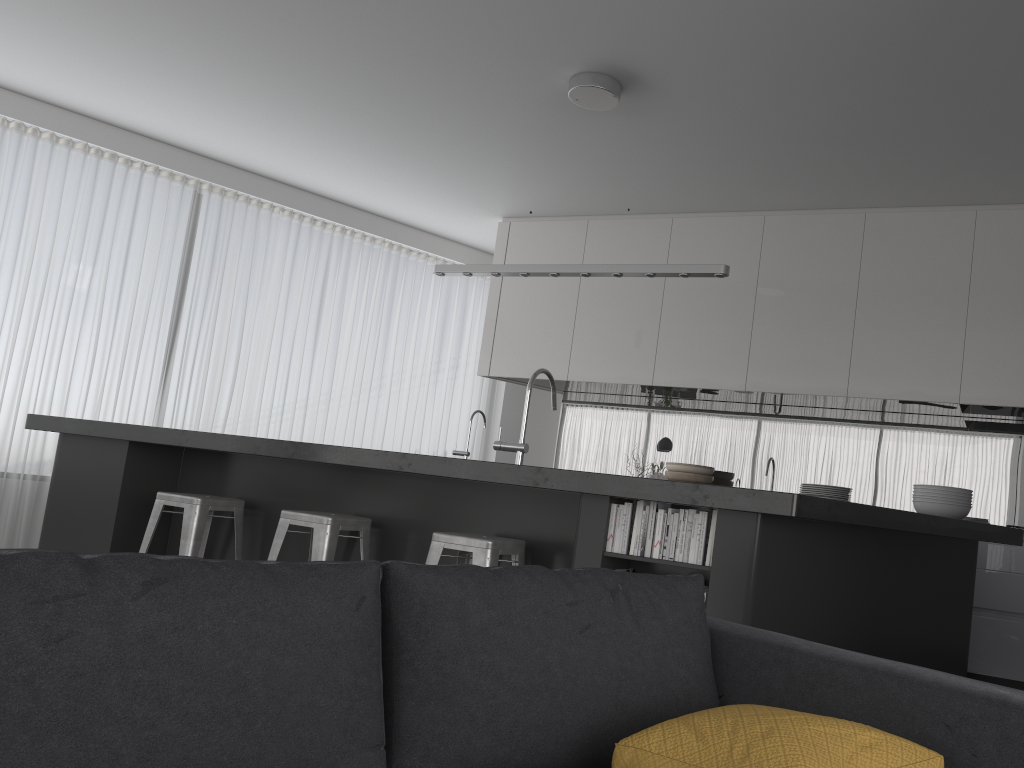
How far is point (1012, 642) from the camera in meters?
4.7 m

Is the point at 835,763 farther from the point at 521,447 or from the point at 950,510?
the point at 521,447

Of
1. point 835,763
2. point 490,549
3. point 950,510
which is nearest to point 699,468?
point 950,510

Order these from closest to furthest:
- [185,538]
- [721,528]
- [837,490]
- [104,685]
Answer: [104,685] < [721,528] < [837,490] < [185,538]

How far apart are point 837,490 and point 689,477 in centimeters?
238cm

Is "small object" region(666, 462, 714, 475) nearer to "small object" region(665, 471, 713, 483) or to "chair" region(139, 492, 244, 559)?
"small object" region(665, 471, 713, 483)

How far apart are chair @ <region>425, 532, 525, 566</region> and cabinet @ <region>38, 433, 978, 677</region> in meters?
0.1

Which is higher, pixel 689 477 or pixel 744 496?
pixel 689 477

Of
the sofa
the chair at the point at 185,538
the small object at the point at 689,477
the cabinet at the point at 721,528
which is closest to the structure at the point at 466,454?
the cabinet at the point at 721,528

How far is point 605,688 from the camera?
1.5 meters
